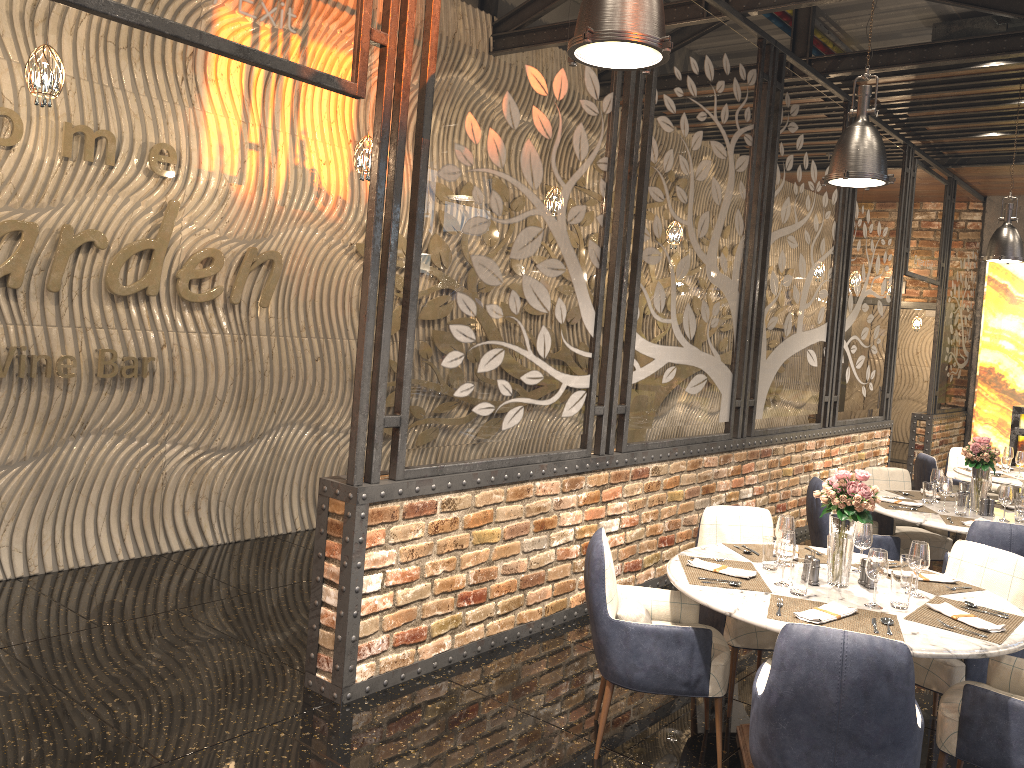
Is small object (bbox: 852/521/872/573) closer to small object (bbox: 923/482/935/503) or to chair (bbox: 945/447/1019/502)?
small object (bbox: 923/482/935/503)

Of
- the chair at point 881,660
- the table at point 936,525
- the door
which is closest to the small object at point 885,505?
the table at point 936,525

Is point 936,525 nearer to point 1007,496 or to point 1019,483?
point 1007,496

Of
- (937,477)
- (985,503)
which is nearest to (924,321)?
(937,477)

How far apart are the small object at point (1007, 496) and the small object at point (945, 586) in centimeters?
174cm

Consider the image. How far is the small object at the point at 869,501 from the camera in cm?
352

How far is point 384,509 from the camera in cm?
398

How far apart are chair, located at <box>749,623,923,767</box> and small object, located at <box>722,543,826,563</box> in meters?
0.8 m

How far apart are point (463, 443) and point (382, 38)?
1.91m

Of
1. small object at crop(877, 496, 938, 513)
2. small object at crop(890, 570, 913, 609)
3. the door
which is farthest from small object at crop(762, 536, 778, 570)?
the door
